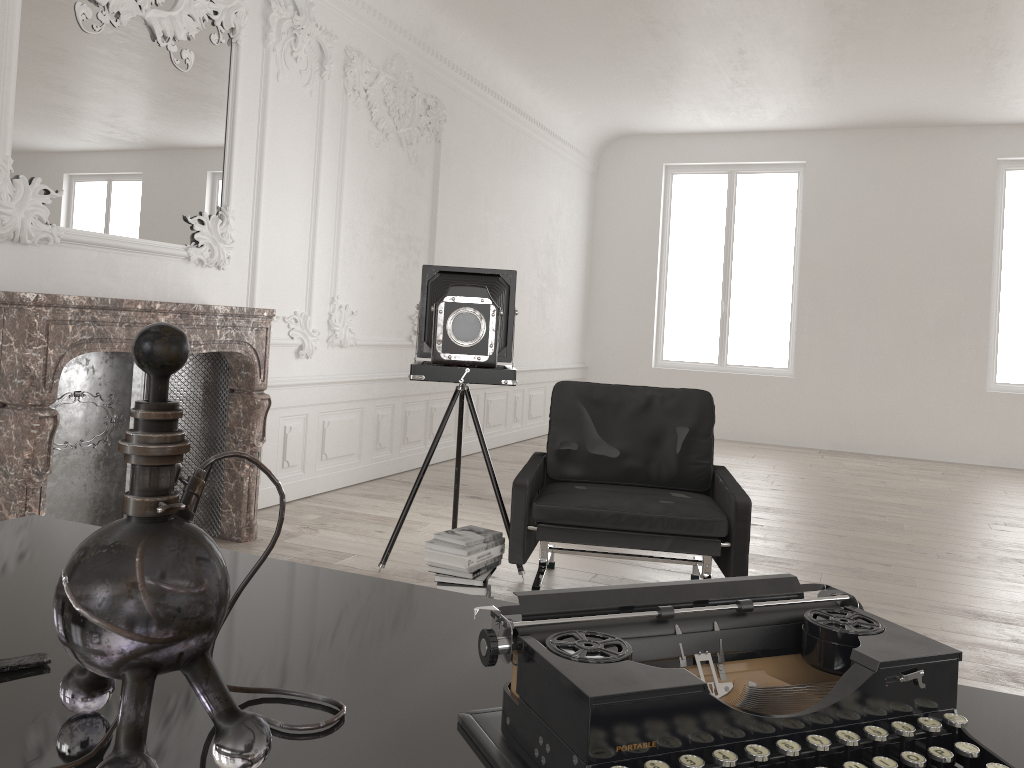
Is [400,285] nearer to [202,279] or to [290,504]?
[290,504]

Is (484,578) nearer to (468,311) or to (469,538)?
(469,538)

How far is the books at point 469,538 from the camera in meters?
3.6

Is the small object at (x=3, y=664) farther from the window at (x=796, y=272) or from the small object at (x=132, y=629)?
the window at (x=796, y=272)

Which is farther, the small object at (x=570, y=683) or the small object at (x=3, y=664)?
the small object at (x=3, y=664)

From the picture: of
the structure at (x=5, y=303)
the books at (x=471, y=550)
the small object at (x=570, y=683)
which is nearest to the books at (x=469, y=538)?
the books at (x=471, y=550)

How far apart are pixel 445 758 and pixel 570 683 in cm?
15

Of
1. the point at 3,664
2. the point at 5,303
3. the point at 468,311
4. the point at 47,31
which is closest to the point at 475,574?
the point at 468,311

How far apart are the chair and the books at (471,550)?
0.06m

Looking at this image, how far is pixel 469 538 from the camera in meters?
3.6 m
